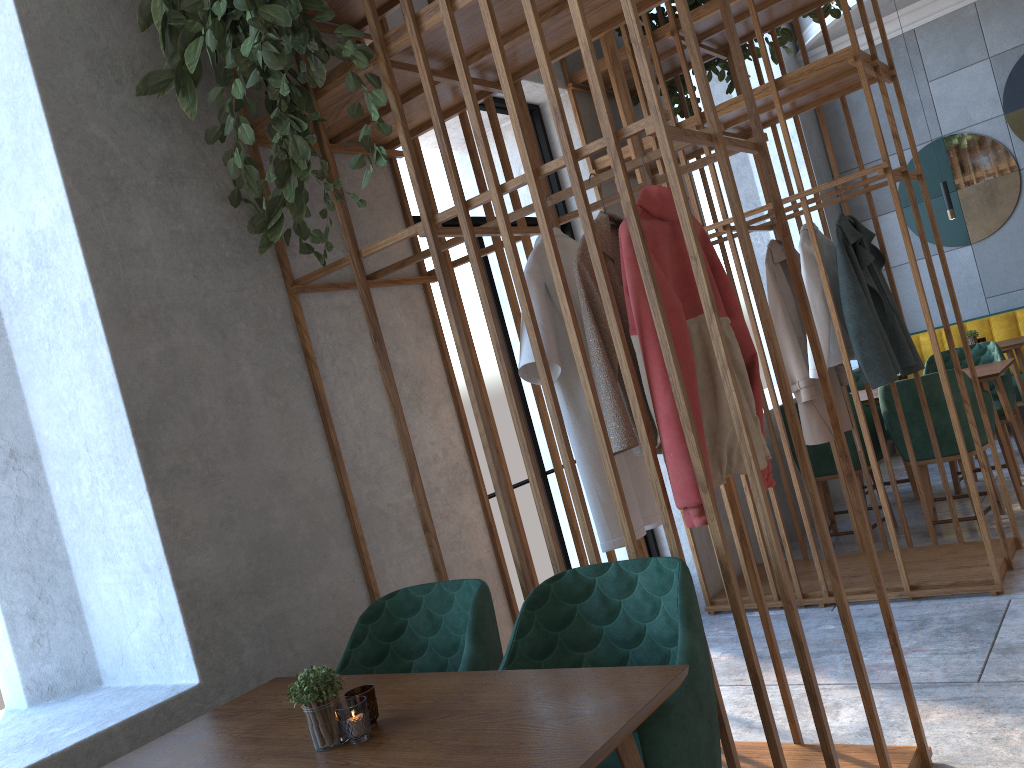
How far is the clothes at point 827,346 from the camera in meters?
3.9 m

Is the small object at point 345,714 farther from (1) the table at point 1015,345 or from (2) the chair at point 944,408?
(1) the table at point 1015,345

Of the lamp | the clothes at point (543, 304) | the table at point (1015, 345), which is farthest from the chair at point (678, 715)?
the lamp

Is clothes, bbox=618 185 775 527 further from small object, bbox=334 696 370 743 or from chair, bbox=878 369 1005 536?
chair, bbox=878 369 1005 536

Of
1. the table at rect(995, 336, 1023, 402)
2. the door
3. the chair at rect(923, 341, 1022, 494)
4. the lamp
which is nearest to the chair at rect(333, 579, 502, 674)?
the door

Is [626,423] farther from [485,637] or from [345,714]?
[345,714]

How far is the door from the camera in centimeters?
395cm

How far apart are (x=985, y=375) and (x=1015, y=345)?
A: 1.7m

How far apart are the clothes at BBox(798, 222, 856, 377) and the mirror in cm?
380

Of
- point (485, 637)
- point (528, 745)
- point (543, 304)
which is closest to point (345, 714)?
point (528, 745)
